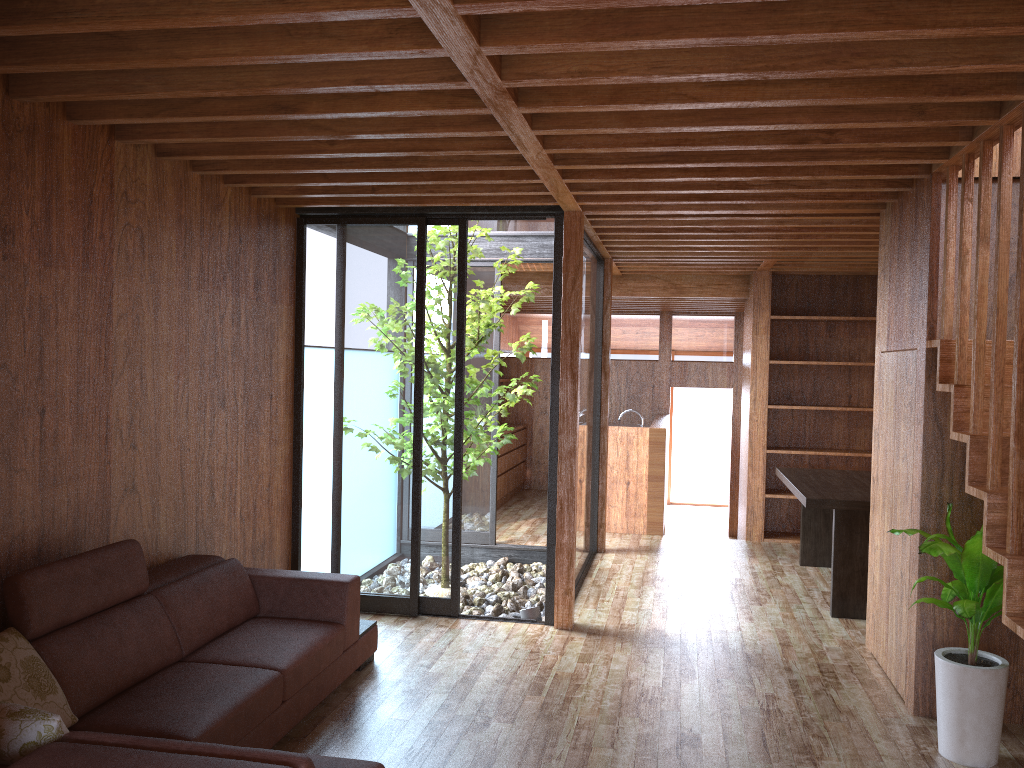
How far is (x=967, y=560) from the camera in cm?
320

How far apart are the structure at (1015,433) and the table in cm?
168

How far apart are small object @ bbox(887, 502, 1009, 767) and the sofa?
2.02m

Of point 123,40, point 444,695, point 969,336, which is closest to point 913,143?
point 969,336

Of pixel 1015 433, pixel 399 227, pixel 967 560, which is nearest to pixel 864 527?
pixel 967 560

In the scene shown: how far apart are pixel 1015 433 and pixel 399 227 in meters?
3.3 m

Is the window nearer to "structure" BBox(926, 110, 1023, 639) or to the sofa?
the sofa

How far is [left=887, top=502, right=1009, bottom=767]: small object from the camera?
3.20m

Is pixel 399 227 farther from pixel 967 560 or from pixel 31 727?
pixel 31 727

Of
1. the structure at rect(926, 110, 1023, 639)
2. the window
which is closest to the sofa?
the window
